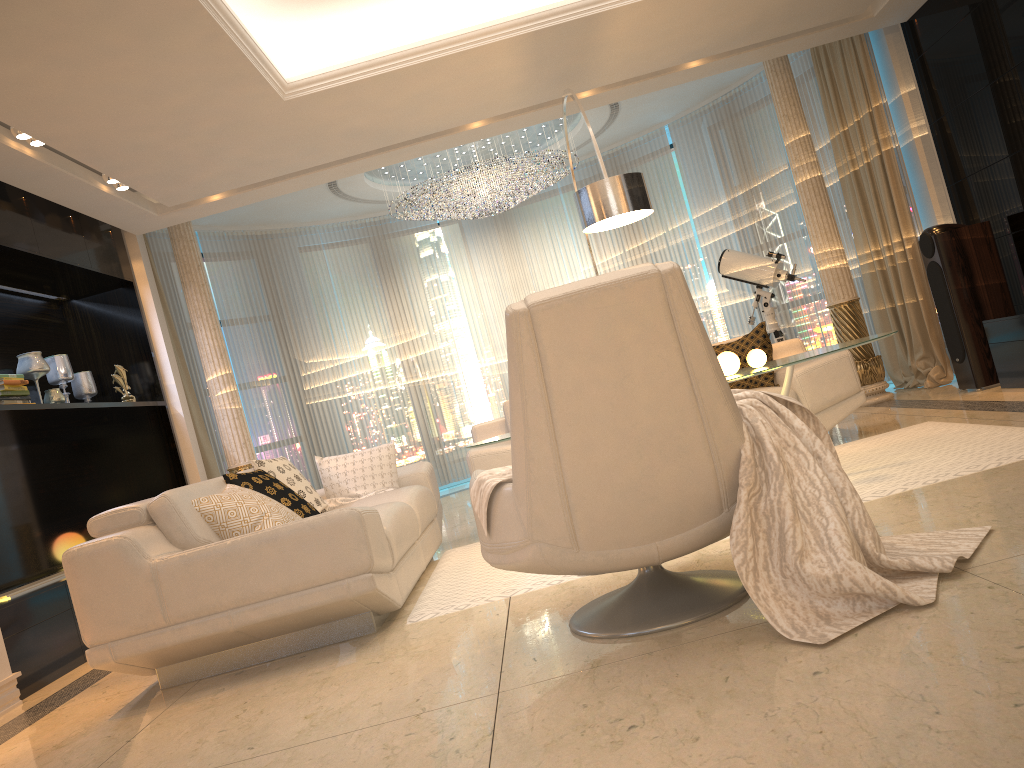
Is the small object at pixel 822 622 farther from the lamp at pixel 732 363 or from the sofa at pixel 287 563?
the lamp at pixel 732 363

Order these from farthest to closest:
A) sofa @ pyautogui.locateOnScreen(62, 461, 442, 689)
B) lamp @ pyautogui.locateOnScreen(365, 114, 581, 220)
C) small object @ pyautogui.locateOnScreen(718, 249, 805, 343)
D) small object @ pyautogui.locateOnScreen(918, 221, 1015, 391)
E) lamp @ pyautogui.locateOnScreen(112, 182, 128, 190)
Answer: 1. lamp @ pyautogui.locateOnScreen(365, 114, 581, 220)
2. small object @ pyautogui.locateOnScreen(718, 249, 805, 343)
3. small object @ pyautogui.locateOnScreen(918, 221, 1015, 391)
4. lamp @ pyautogui.locateOnScreen(112, 182, 128, 190)
5. sofa @ pyautogui.locateOnScreen(62, 461, 442, 689)

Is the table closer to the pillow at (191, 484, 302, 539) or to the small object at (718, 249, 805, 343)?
the pillow at (191, 484, 302, 539)

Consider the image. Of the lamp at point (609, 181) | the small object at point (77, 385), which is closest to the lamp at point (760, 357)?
the lamp at point (609, 181)

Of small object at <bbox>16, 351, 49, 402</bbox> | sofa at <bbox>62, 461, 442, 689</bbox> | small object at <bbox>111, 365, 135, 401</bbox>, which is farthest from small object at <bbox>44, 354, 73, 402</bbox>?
sofa at <bbox>62, 461, 442, 689</bbox>

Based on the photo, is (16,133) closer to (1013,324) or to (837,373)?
(837,373)

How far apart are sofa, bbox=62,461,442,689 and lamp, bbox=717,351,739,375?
1.6 meters

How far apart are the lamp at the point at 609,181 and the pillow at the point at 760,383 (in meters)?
1.16

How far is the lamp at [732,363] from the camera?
4.1m

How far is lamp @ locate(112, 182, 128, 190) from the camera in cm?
550
